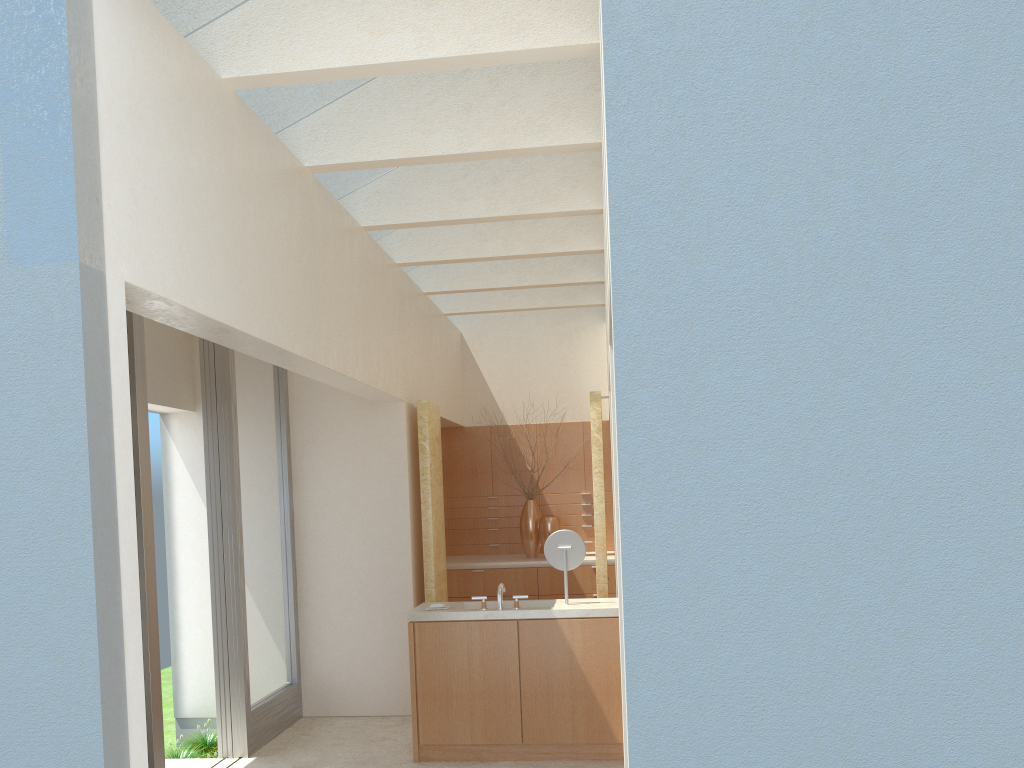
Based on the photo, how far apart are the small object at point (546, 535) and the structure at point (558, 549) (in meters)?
6.90

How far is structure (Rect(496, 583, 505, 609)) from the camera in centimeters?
1290cm

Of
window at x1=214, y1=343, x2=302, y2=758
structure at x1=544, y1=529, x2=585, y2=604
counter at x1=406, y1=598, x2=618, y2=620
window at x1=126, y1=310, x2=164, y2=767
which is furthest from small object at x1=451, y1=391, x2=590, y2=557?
window at x1=126, y1=310, x2=164, y2=767

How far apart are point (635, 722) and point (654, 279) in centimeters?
283cm

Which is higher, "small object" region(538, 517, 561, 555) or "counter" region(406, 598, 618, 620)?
"small object" region(538, 517, 561, 555)

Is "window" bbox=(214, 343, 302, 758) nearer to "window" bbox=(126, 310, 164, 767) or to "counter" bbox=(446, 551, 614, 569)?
"window" bbox=(126, 310, 164, 767)

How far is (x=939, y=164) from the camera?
5.7 meters

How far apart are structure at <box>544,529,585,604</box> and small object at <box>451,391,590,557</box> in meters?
7.3

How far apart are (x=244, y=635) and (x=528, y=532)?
8.3 meters

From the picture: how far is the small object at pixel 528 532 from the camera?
20.5 meters
